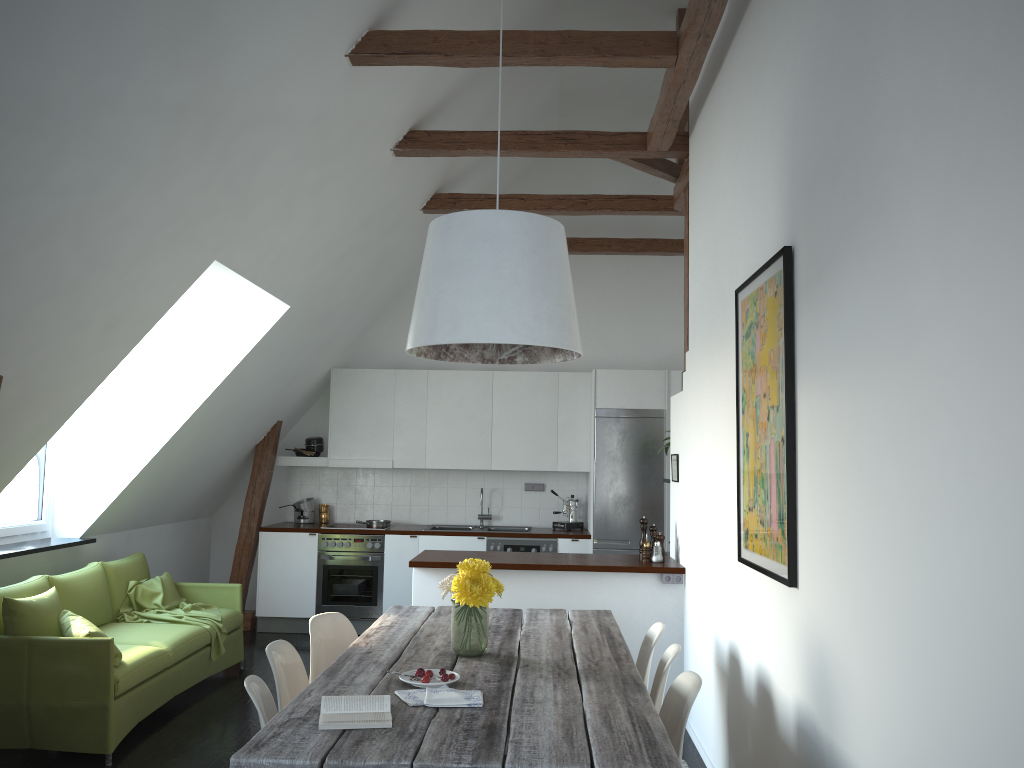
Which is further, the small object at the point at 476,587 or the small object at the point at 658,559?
the small object at the point at 658,559

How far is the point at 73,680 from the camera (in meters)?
4.44

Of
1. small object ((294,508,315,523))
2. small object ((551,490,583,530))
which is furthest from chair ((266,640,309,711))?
small object ((294,508,315,523))

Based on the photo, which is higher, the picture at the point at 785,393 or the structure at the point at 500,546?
the picture at the point at 785,393

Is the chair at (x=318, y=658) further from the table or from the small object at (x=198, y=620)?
the small object at (x=198, y=620)

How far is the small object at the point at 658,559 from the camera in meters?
5.6 m

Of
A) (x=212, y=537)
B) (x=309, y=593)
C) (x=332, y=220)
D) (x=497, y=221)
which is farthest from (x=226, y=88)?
(x=212, y=537)

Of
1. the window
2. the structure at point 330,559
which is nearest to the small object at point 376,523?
the structure at point 330,559

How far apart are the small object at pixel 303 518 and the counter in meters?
0.2

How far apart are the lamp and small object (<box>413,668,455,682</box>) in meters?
1.1 m
